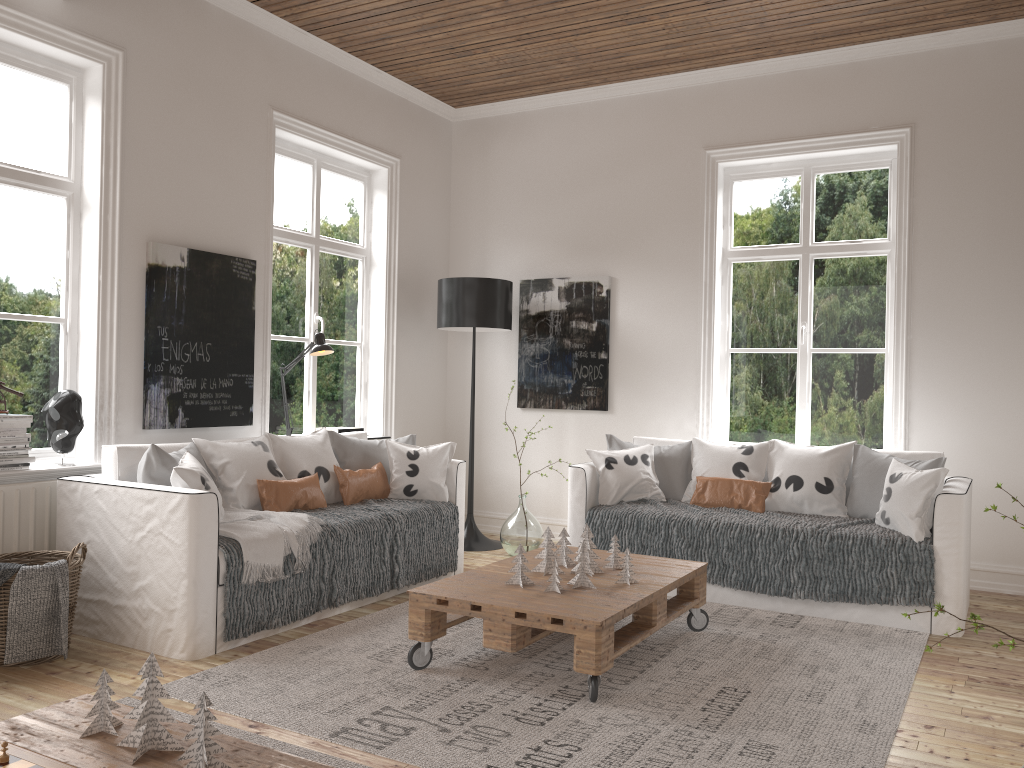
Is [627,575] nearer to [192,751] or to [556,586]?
[556,586]

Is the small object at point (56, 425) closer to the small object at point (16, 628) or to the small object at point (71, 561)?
the small object at point (71, 561)

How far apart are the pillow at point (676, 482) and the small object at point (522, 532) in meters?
0.8

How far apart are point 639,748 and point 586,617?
0.5 meters

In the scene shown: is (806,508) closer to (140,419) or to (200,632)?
(200,632)

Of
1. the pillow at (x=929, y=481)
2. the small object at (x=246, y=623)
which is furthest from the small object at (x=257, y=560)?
the pillow at (x=929, y=481)

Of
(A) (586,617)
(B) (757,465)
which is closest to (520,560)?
(A) (586,617)

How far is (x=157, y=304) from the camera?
4.3 meters

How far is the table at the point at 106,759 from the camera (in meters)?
1.78

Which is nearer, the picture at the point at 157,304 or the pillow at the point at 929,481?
the pillow at the point at 929,481
